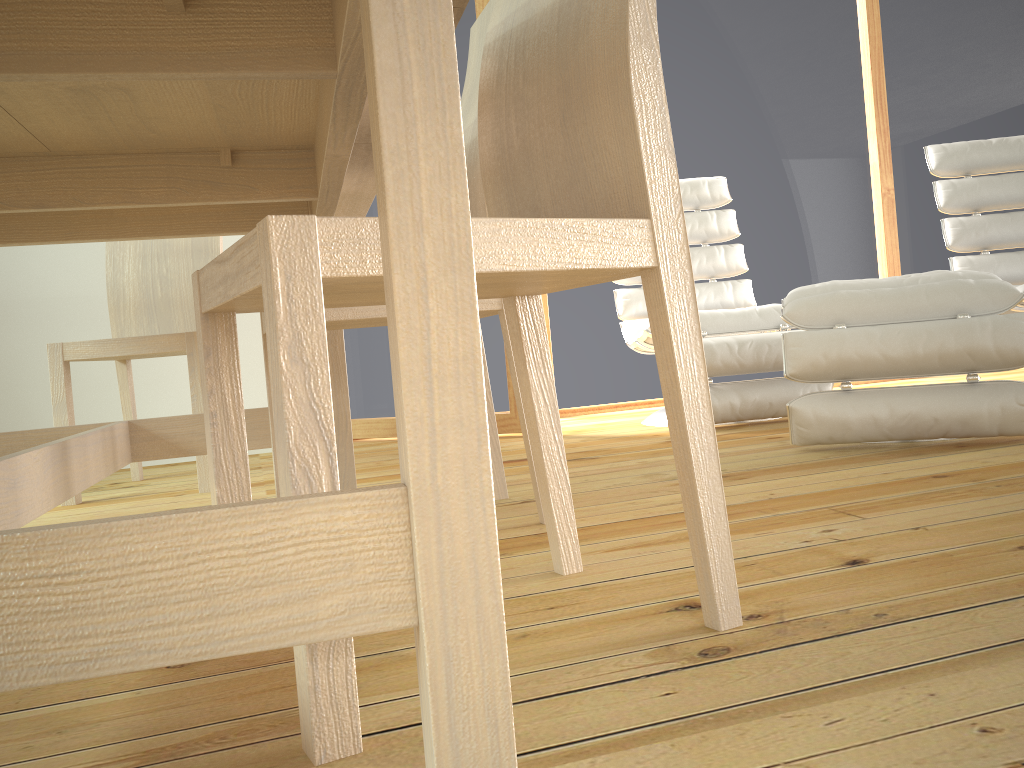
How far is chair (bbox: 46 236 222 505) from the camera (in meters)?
2.38

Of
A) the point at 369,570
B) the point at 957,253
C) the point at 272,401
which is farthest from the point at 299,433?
the point at 957,253

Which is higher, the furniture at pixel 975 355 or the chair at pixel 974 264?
the chair at pixel 974 264

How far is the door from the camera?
3.2 meters

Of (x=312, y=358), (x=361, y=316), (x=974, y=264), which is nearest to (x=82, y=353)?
(x=361, y=316)

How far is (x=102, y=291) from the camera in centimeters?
325cm

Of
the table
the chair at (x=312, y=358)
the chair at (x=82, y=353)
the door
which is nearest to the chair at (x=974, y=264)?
the door

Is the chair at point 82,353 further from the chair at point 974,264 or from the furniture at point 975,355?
the chair at point 974,264

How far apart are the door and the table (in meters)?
0.98

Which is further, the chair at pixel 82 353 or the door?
the door
